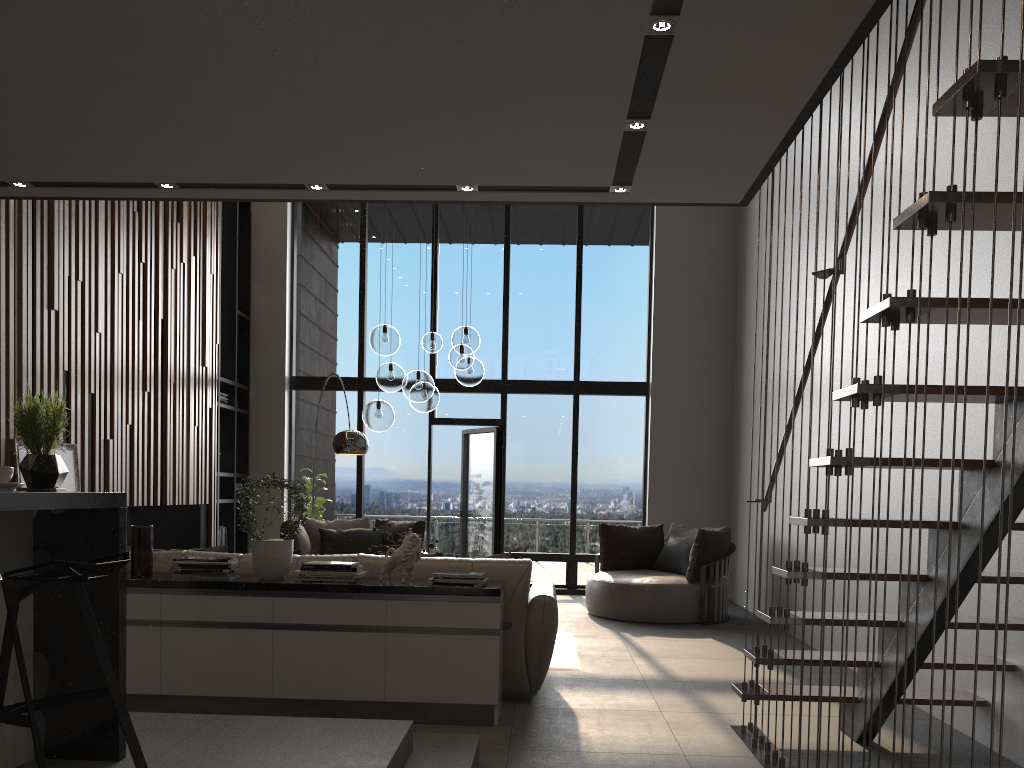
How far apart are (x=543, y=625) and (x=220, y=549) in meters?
1.9

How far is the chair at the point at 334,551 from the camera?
8.48m

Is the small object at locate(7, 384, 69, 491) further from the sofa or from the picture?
the picture

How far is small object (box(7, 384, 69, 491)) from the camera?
2.7m

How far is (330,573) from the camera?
4.40m

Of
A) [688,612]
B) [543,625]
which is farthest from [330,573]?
[688,612]

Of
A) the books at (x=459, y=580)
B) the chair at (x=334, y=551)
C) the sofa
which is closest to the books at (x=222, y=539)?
the chair at (x=334, y=551)

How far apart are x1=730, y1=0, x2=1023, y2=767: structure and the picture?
4.4m

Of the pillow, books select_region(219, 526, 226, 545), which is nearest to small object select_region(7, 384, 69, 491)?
the pillow

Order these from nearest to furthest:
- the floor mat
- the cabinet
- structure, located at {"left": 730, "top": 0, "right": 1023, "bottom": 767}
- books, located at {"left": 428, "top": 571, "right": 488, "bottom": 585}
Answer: structure, located at {"left": 730, "top": 0, "right": 1023, "bottom": 767} < the cabinet < books, located at {"left": 428, "top": 571, "right": 488, "bottom": 585} < the floor mat
